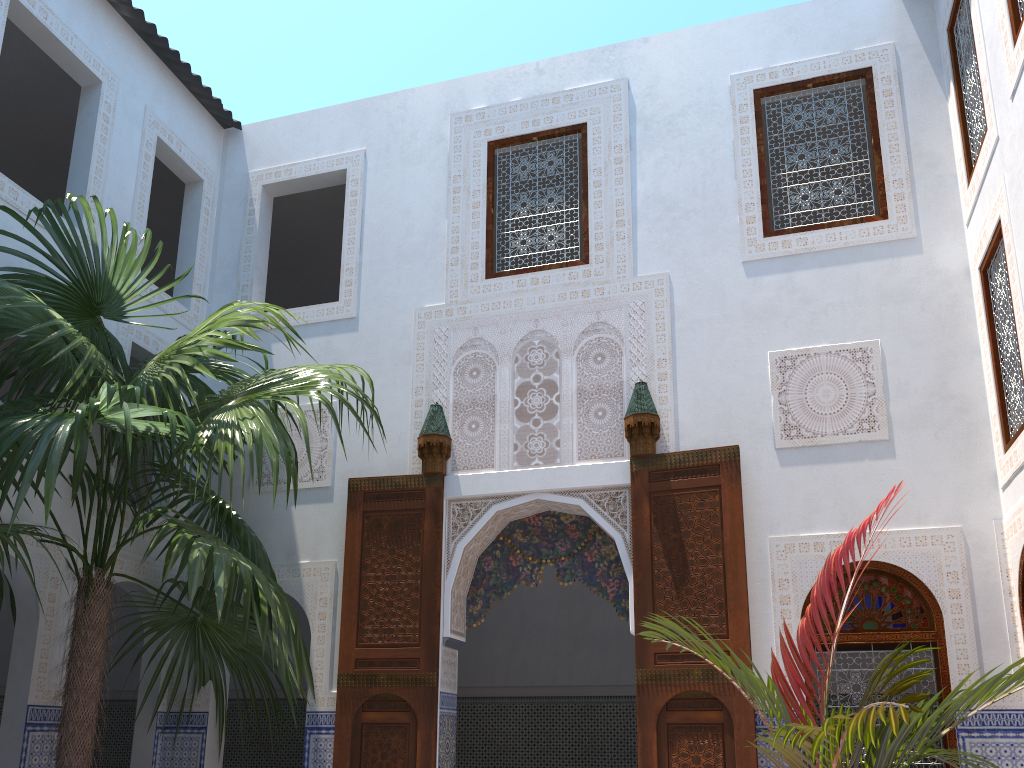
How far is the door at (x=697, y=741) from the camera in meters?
4.1 m

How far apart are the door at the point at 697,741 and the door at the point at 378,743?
1.06m

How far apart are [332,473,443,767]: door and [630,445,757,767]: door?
1.06m

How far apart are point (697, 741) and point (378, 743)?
1.6 meters

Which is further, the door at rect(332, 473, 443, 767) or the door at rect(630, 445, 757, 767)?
the door at rect(332, 473, 443, 767)

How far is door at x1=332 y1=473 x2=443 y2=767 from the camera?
4.53m

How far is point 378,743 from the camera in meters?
4.5

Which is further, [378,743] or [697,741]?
[378,743]

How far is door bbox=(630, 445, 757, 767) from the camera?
4.1 meters
